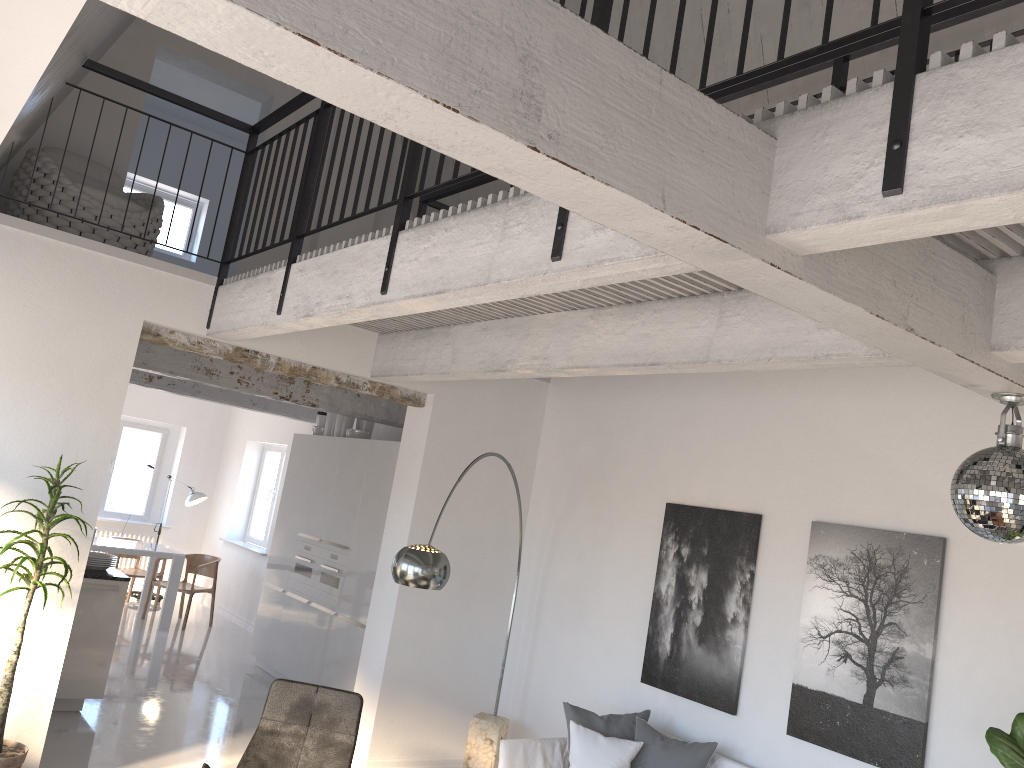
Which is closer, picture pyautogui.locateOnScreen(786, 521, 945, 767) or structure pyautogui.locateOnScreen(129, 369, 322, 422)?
picture pyautogui.locateOnScreen(786, 521, 945, 767)

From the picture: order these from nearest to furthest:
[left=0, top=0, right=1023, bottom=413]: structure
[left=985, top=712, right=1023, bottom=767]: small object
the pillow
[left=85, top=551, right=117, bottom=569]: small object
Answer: [left=0, top=0, right=1023, bottom=413]: structure
[left=985, top=712, right=1023, bottom=767]: small object
the pillow
[left=85, top=551, right=117, bottom=569]: small object

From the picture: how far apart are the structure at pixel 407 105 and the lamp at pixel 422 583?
1.0m

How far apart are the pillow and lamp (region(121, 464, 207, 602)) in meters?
7.8 m

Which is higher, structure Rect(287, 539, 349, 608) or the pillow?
structure Rect(287, 539, 349, 608)

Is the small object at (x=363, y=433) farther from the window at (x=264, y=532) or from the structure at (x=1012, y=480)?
the structure at (x=1012, y=480)

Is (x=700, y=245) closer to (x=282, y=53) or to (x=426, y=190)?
(x=282, y=53)

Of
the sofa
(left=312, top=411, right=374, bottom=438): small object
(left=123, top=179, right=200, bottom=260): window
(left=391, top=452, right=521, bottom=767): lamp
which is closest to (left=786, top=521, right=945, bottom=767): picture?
the sofa

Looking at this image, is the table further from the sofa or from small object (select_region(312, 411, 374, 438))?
the sofa

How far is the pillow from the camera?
5.0 meters
